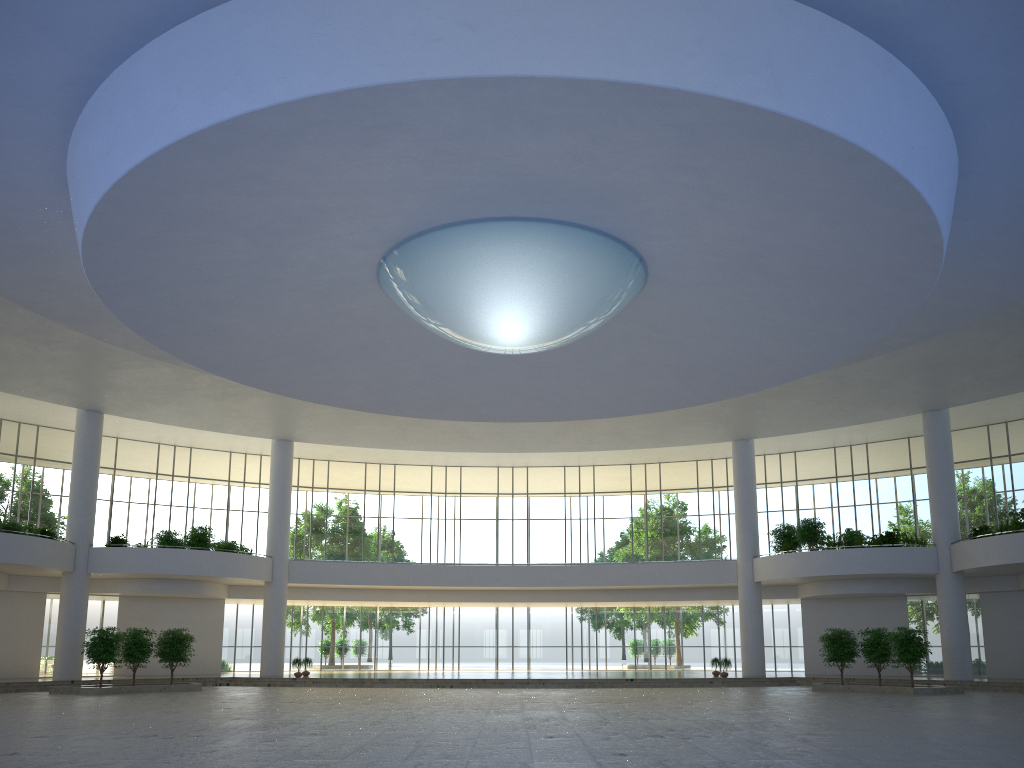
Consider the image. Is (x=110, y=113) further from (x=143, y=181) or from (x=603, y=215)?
(x=603, y=215)
